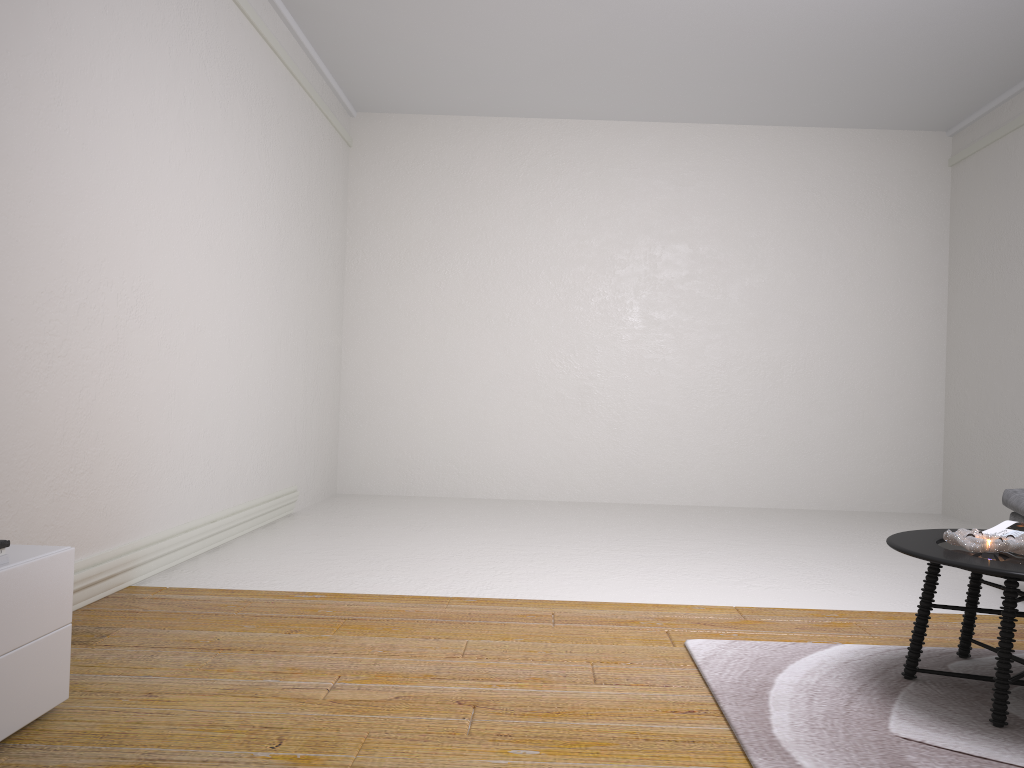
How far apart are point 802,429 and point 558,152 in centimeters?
308cm

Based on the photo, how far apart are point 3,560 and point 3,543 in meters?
0.0

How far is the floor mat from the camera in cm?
213

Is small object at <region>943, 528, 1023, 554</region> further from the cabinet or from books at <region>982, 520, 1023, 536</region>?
the cabinet

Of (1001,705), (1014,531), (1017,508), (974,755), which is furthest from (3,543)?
(1017,508)

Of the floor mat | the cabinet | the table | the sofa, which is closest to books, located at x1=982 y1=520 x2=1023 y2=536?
the table

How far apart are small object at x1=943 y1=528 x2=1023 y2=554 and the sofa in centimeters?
146cm

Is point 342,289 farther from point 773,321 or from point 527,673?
point 527,673

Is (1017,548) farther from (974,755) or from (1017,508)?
(1017,508)

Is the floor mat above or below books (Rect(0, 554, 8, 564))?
below
